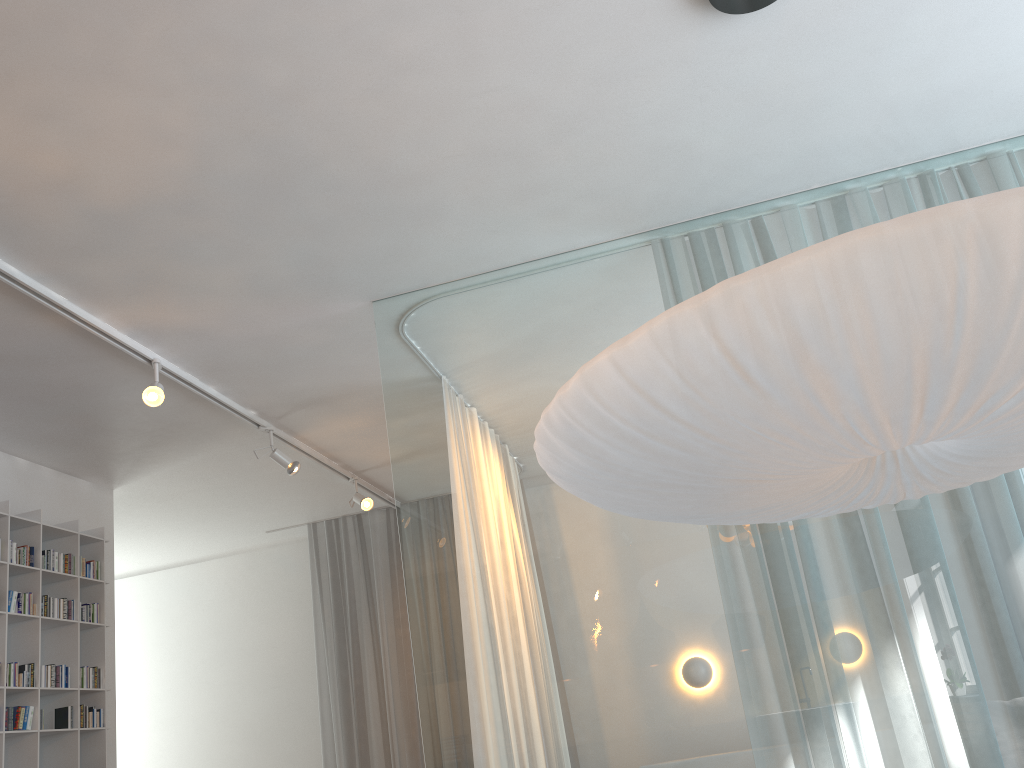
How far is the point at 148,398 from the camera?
3.5m

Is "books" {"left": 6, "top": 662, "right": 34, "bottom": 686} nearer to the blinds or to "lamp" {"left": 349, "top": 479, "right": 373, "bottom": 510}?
"lamp" {"left": 349, "top": 479, "right": 373, "bottom": 510}

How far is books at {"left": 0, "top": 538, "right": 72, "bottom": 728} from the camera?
4.08m

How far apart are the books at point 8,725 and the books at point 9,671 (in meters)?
0.11

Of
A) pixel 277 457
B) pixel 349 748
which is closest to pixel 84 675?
pixel 277 457

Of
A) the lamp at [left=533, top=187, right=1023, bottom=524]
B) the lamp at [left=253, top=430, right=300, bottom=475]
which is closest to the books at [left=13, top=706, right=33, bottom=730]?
the lamp at [left=253, top=430, right=300, bottom=475]

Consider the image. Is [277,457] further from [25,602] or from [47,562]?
[25,602]

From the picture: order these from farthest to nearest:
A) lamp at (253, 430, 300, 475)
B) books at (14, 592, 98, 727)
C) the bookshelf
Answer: lamp at (253, 430, 300, 475) → books at (14, 592, 98, 727) → the bookshelf

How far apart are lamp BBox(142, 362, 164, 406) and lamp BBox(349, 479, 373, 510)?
2.00m

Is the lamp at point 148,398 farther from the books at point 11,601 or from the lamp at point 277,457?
the books at point 11,601
